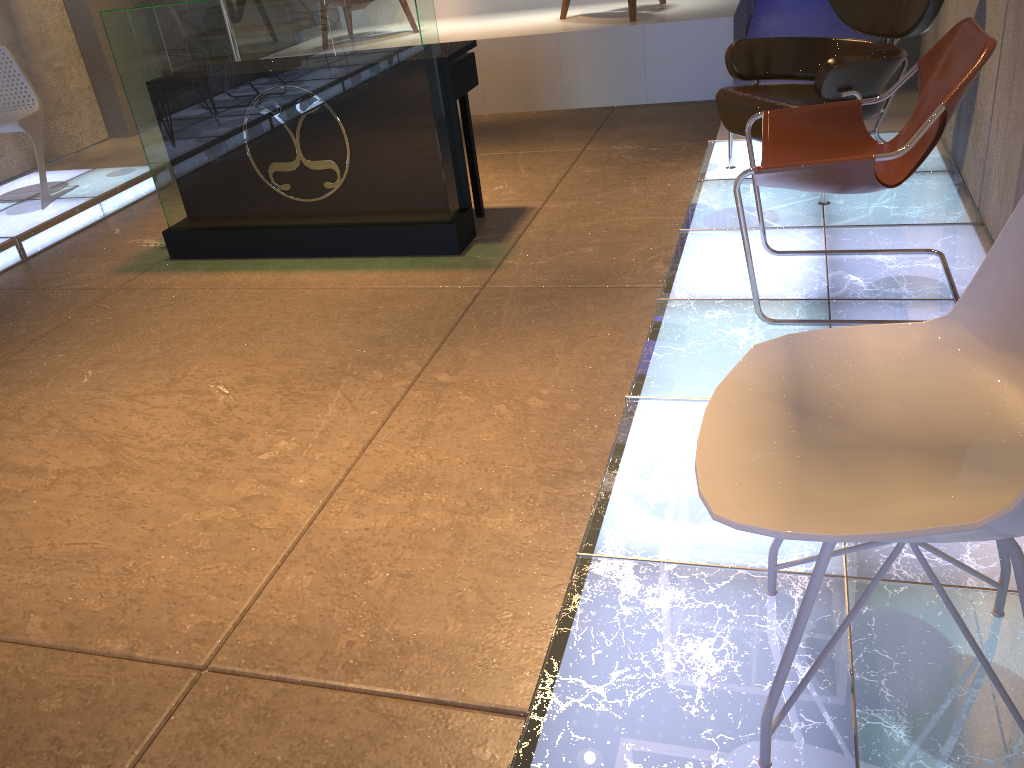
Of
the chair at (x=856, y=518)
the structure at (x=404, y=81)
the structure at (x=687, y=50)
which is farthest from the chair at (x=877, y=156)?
the structure at (x=687, y=50)

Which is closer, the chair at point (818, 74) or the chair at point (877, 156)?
the chair at point (877, 156)

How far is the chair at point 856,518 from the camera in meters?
1.2

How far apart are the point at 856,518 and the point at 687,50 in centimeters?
569cm

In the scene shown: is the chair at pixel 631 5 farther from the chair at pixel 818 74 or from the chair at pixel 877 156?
the chair at pixel 877 156

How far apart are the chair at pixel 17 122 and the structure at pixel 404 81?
1.3 meters

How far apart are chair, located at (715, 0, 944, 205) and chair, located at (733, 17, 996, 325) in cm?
54

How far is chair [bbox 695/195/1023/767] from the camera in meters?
1.2 m

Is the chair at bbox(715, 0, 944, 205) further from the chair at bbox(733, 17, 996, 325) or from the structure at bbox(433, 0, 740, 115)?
the structure at bbox(433, 0, 740, 115)

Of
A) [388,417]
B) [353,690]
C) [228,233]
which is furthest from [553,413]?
[228,233]
